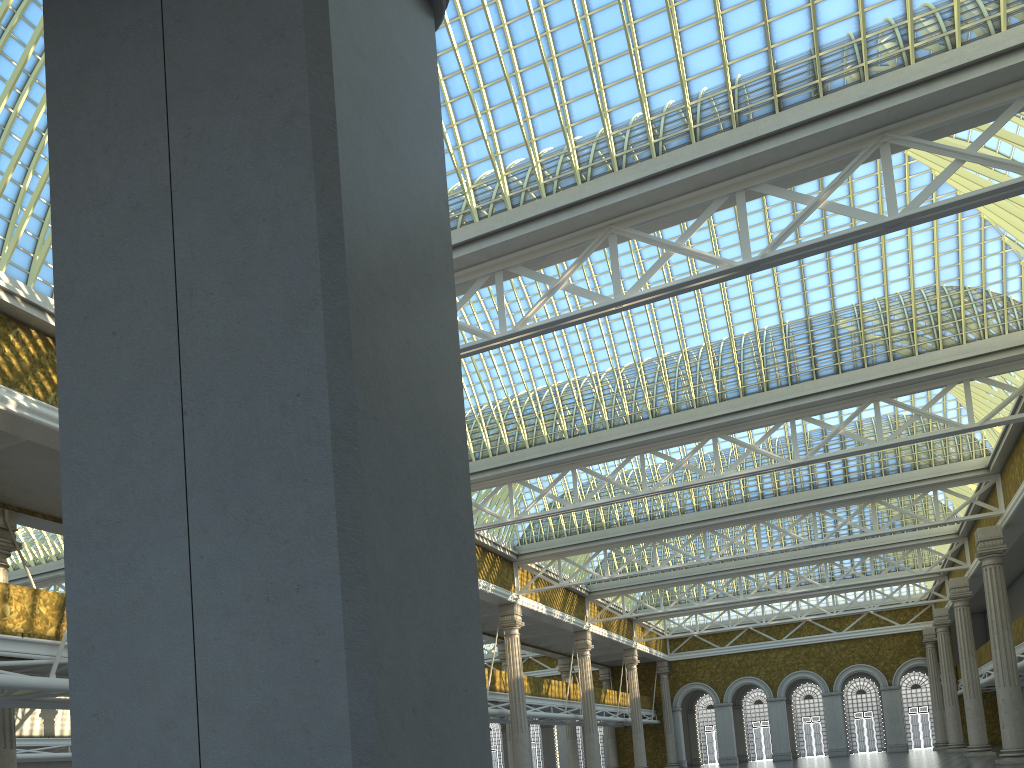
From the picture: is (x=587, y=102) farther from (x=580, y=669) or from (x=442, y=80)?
(x=580, y=669)

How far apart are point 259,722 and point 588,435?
25.1m
